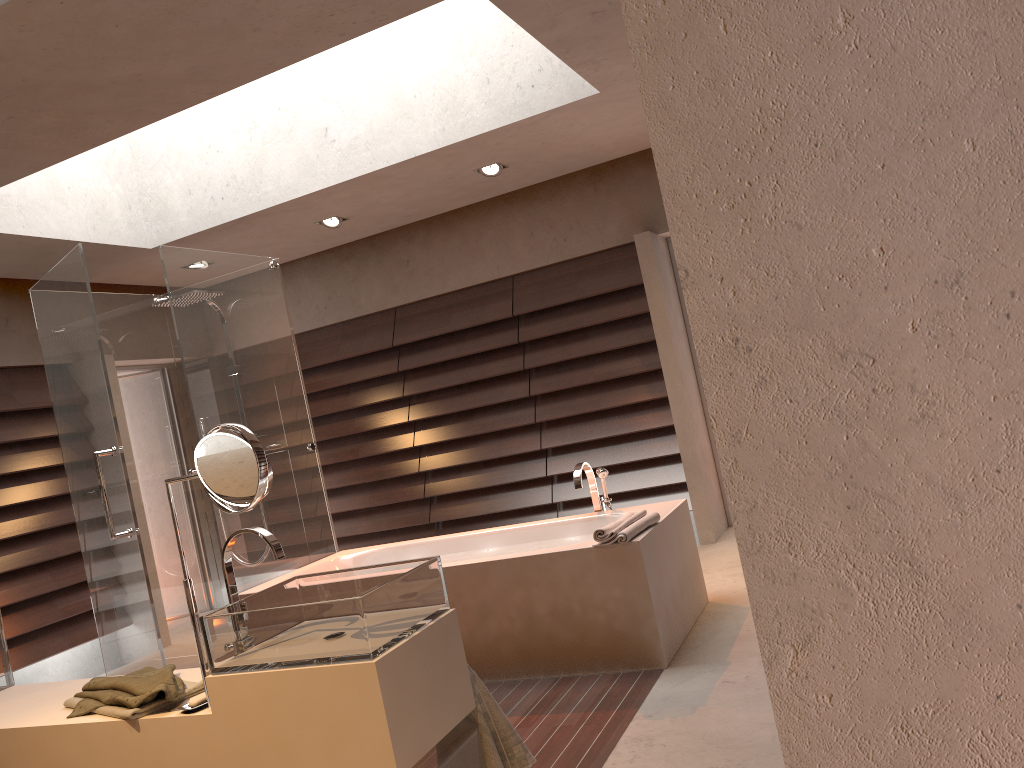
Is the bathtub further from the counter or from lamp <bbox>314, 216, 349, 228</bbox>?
lamp <bbox>314, 216, 349, 228</bbox>

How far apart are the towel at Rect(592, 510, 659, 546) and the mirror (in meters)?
1.84

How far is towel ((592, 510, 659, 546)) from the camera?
3.42m

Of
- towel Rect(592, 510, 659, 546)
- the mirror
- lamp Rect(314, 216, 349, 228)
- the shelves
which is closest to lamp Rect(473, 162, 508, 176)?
lamp Rect(314, 216, 349, 228)

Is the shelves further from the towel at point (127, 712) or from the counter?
the towel at point (127, 712)

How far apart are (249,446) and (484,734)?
0.9 meters

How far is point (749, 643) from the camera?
3.5 meters

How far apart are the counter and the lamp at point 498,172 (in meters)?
3.63

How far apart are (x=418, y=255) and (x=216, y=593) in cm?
272

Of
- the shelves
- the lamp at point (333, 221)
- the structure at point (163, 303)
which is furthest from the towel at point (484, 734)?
the lamp at point (333, 221)
